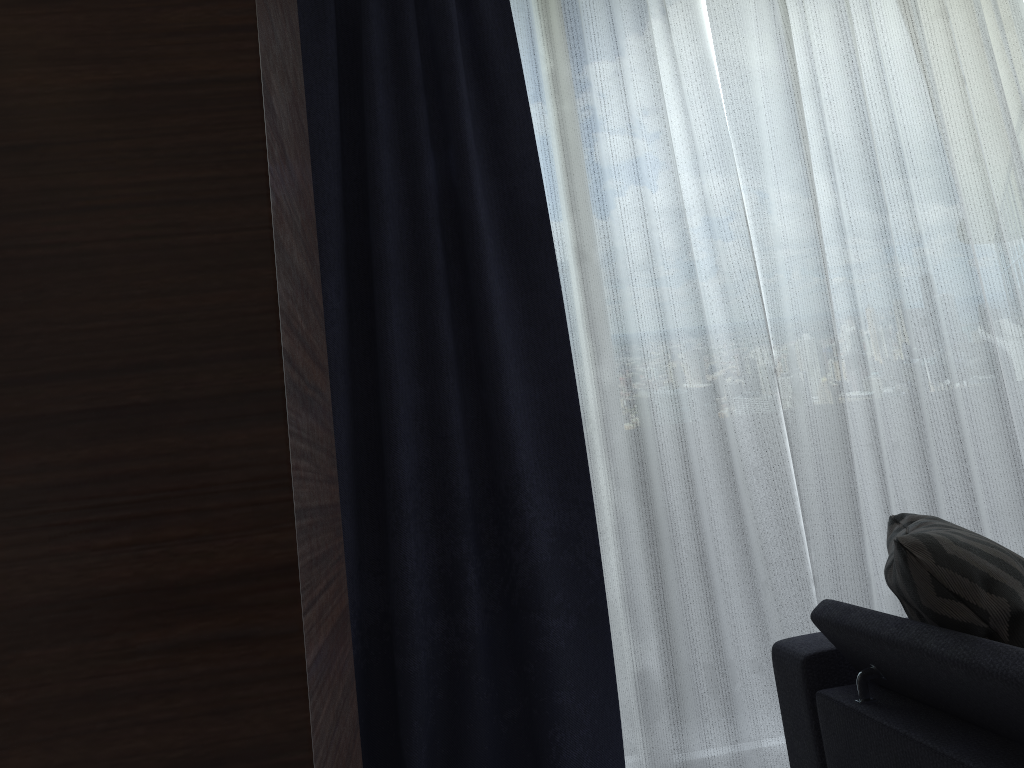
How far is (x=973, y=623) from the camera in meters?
1.4

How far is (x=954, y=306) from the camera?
2.7 meters

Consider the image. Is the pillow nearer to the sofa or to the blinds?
the sofa

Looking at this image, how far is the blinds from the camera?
2.34m

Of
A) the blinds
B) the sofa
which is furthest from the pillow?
the blinds

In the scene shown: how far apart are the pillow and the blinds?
0.6 meters

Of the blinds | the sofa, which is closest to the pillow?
the sofa

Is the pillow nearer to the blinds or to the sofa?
the sofa

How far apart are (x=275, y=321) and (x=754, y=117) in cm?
226

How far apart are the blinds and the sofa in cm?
49
